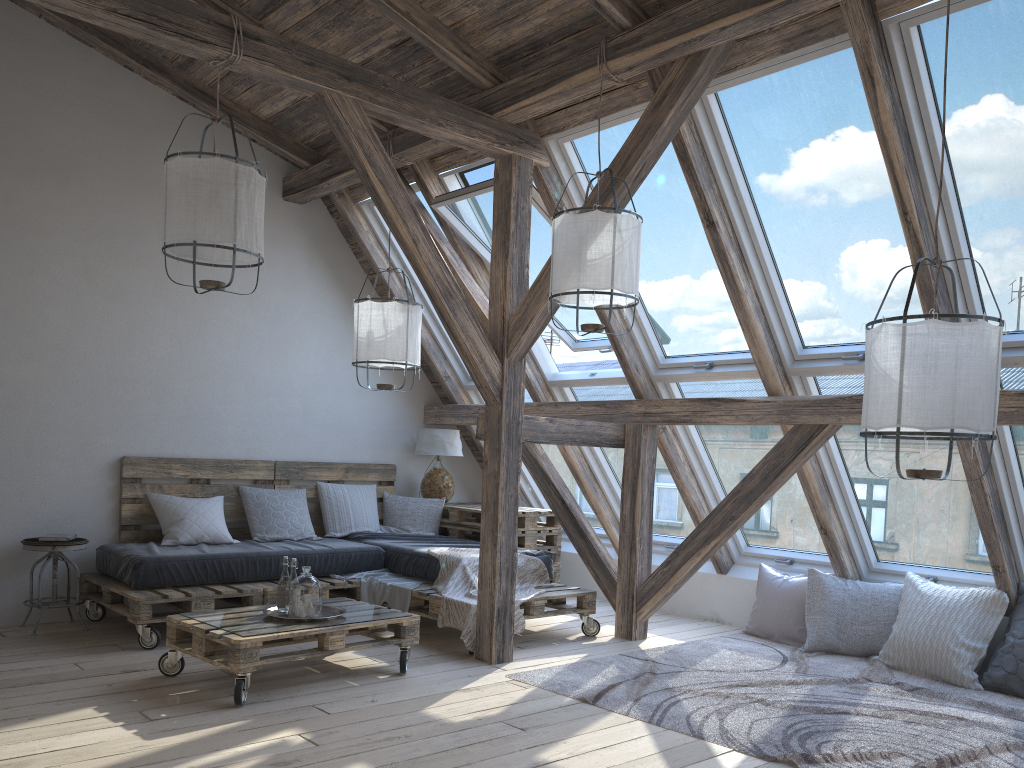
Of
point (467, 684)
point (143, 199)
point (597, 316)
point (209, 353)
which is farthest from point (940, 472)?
point (143, 199)

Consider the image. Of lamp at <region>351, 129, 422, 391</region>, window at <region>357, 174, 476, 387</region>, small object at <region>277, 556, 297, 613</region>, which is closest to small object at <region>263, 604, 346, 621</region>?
small object at <region>277, 556, 297, 613</region>

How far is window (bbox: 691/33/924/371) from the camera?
3.90m

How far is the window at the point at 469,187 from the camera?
5.23m

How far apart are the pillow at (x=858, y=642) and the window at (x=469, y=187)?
1.5 meters

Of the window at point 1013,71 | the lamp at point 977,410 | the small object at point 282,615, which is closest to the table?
the small object at point 282,615

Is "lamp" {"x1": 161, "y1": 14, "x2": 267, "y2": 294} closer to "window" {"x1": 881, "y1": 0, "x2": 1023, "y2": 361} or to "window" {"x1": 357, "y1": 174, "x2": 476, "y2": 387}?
"window" {"x1": 357, "y1": 174, "x2": 476, "y2": 387}

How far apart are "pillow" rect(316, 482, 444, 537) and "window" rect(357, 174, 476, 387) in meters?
0.9 m

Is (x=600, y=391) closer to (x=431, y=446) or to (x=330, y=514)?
(x=431, y=446)

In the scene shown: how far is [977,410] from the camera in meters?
2.7 m
